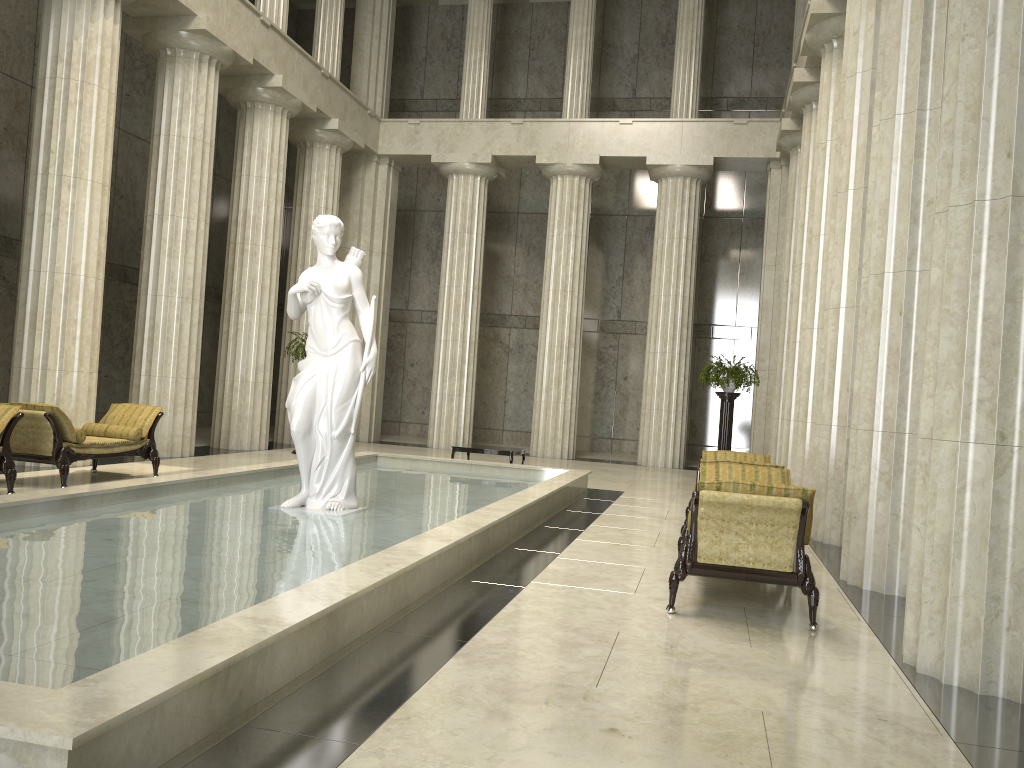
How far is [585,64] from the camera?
21.3m

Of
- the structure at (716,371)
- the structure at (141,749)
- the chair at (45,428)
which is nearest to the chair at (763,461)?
the structure at (141,749)

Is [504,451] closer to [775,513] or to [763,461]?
[763,461]

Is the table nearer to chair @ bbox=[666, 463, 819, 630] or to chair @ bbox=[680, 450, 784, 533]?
chair @ bbox=[680, 450, 784, 533]

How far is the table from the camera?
14.6 meters

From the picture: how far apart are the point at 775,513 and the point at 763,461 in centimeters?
429cm

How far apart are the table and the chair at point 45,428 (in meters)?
4.86

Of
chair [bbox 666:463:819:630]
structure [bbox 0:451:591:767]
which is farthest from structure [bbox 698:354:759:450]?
chair [bbox 666:463:819:630]

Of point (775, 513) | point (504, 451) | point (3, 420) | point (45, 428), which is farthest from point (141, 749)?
point (504, 451)

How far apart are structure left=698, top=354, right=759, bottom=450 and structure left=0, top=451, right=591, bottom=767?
3.4 meters
